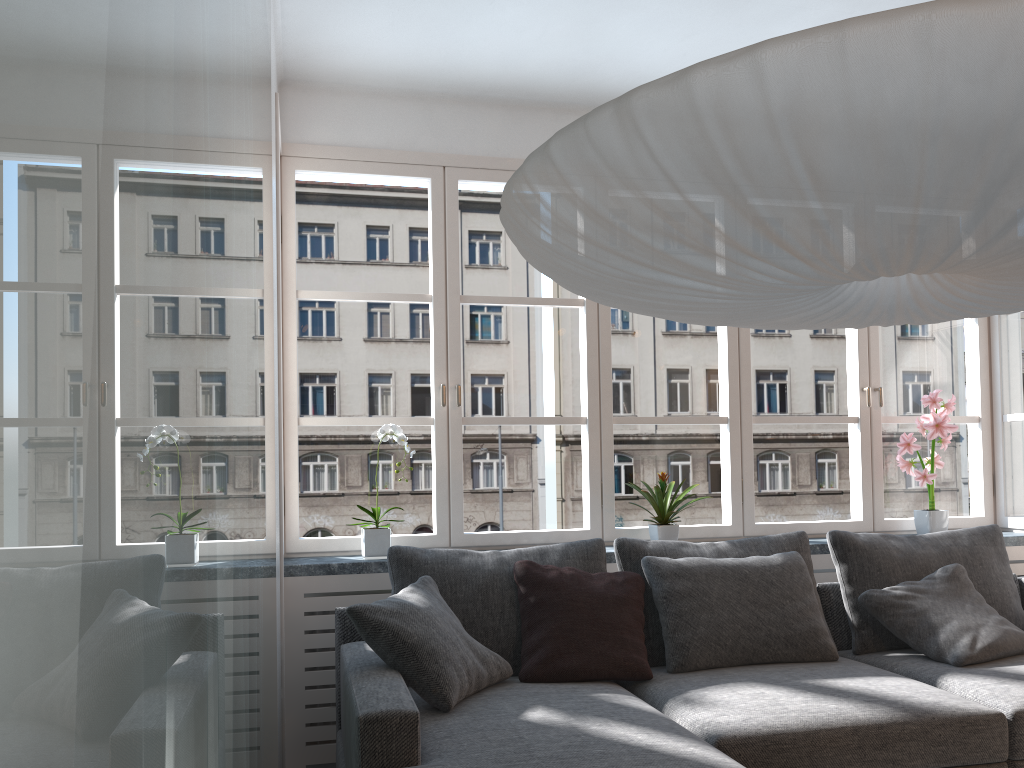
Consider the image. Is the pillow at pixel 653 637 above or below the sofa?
above

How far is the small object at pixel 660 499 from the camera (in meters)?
3.73

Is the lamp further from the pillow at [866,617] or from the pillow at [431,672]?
the pillow at [866,617]

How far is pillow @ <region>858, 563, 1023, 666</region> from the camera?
3.1m

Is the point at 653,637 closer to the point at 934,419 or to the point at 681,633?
the point at 681,633

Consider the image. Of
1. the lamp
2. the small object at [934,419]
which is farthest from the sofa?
the lamp

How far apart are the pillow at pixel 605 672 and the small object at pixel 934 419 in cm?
172

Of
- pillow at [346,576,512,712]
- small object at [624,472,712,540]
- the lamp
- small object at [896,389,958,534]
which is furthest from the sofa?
the lamp

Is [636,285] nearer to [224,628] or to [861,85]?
[861,85]

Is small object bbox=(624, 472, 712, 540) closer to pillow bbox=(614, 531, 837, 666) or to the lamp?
pillow bbox=(614, 531, 837, 666)
